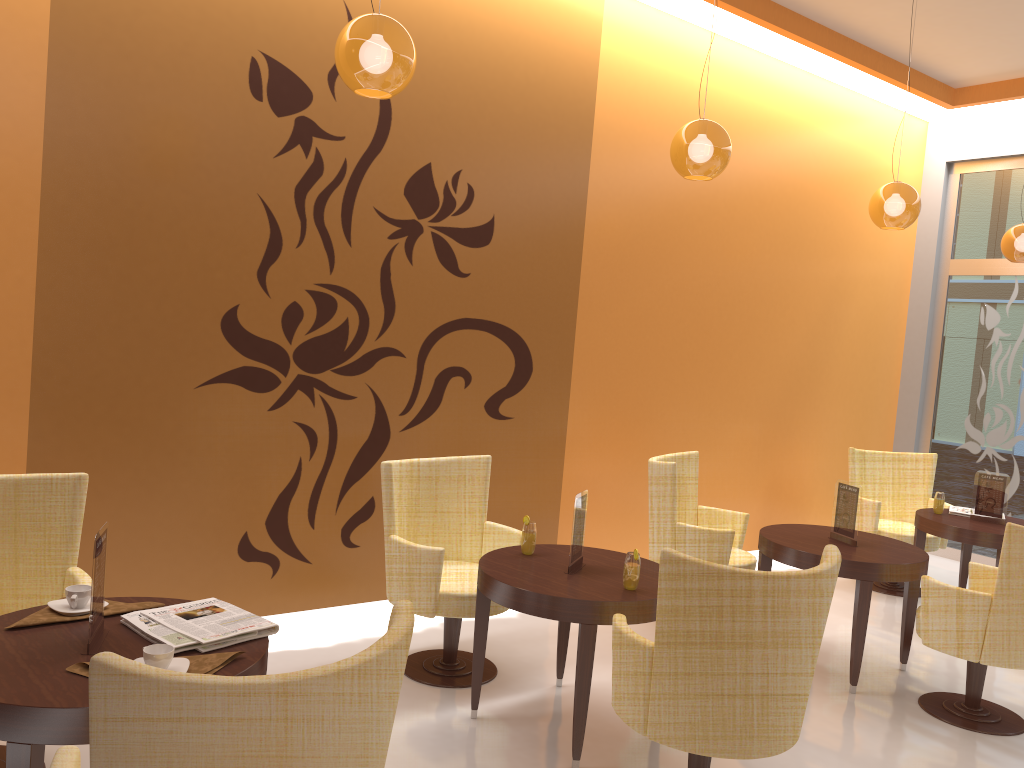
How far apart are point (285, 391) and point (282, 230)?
0.8m

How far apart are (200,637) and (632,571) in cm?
169

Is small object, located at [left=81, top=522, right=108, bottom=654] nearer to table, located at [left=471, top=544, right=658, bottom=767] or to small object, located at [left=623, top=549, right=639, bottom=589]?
table, located at [left=471, top=544, right=658, bottom=767]

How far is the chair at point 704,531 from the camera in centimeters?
495cm

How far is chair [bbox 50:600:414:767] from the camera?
1.61m

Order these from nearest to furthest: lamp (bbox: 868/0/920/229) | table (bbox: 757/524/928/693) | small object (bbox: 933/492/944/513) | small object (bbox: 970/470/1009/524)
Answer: table (bbox: 757/524/928/693)
lamp (bbox: 868/0/920/229)
small object (bbox: 970/470/1009/524)
small object (bbox: 933/492/944/513)

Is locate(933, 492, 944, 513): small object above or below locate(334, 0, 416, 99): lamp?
below

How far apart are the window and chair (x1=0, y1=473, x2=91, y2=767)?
7.1m

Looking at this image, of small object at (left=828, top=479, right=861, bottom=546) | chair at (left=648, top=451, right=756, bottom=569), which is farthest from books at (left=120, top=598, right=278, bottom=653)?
small object at (left=828, top=479, right=861, bottom=546)

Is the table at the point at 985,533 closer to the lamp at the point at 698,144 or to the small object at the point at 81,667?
the lamp at the point at 698,144
